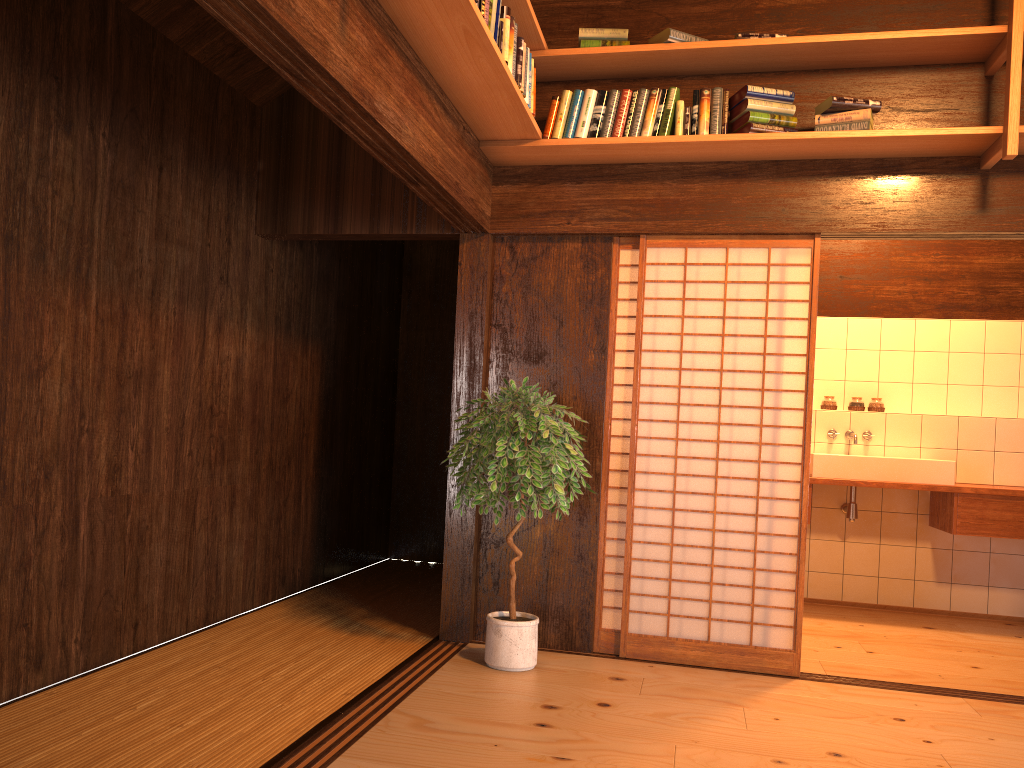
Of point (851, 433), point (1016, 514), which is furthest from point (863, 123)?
point (1016, 514)

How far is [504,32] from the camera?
3.33m

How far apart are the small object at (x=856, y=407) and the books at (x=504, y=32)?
3.72m

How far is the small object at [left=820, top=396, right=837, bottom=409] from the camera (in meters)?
6.21

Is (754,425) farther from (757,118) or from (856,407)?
(856,407)

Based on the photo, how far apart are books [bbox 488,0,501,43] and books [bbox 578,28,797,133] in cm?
92

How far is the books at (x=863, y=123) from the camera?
3.8 meters

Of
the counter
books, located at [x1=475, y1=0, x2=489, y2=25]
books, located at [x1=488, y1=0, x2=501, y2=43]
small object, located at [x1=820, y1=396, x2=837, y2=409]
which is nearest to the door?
small object, located at [x1=820, y1=396, x2=837, y2=409]

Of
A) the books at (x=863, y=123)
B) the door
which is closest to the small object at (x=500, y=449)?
the door

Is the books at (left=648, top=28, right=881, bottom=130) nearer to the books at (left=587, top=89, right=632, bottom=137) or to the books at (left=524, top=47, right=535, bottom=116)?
the books at (left=587, top=89, right=632, bottom=137)
